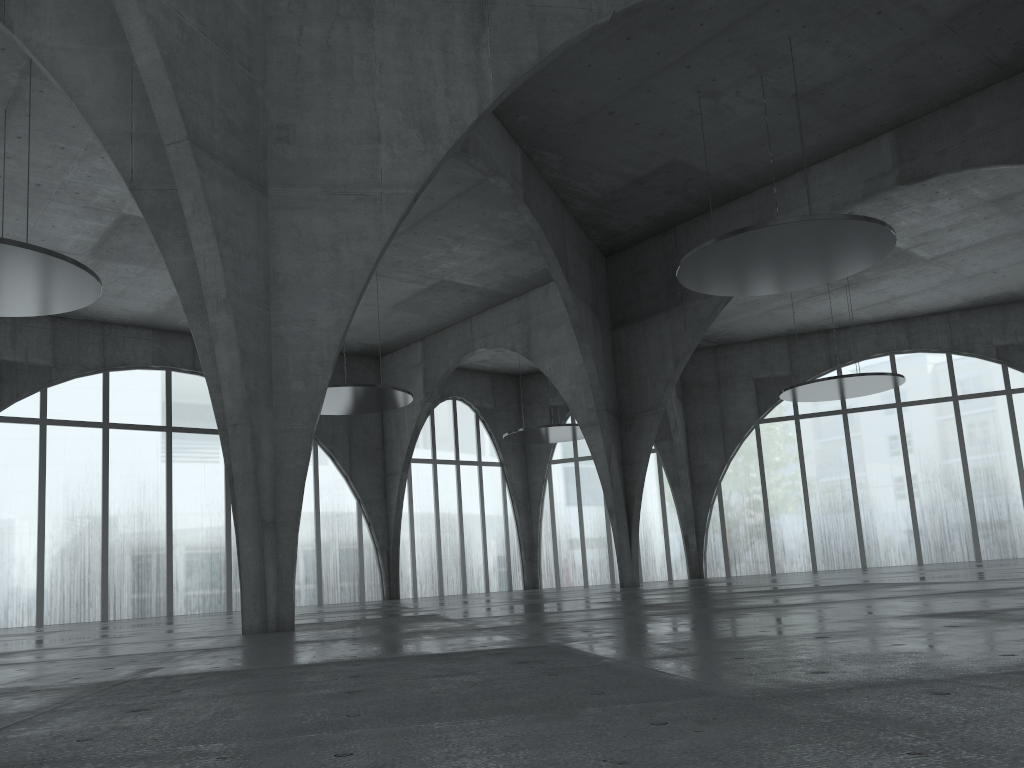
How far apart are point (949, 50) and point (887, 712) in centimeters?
4735cm
